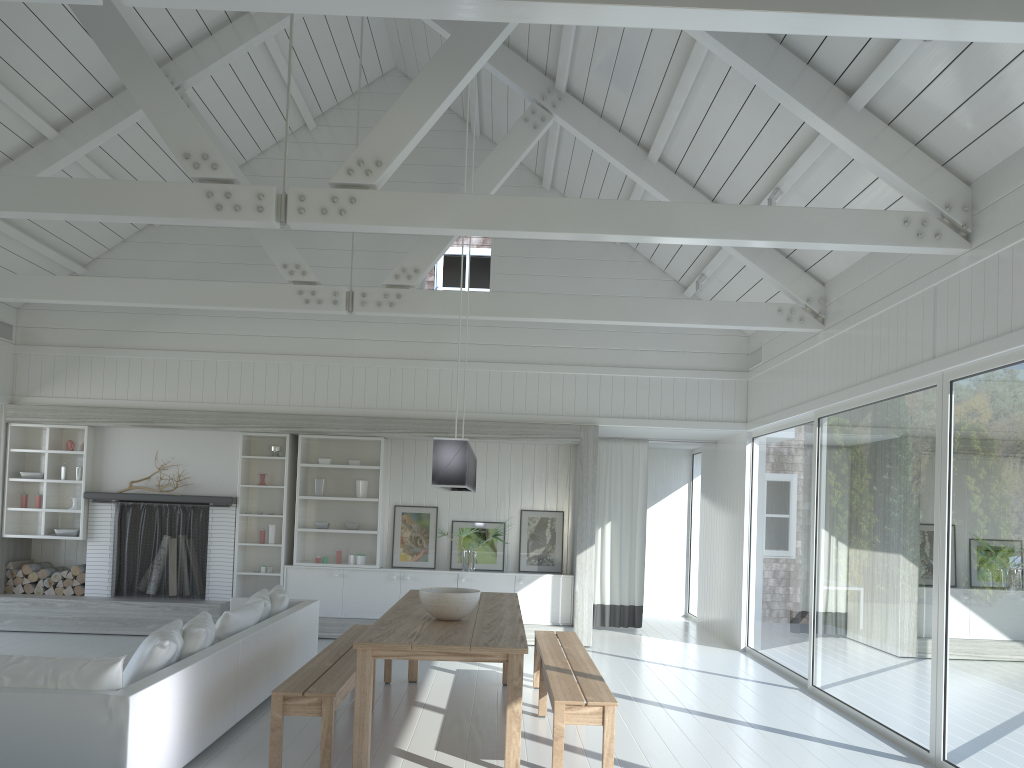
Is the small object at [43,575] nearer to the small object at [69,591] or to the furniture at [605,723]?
the small object at [69,591]

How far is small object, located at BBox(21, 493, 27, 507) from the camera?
9.6m

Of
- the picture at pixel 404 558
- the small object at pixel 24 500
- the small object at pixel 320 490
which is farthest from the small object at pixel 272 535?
the small object at pixel 24 500

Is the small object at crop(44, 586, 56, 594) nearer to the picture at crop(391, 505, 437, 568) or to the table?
the picture at crop(391, 505, 437, 568)

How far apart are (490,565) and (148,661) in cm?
550

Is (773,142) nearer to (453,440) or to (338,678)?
(453,440)

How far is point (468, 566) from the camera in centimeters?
954cm

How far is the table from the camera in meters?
4.4

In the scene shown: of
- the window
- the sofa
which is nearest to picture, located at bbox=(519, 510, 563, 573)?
the window

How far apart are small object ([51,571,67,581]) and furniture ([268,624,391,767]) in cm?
442
